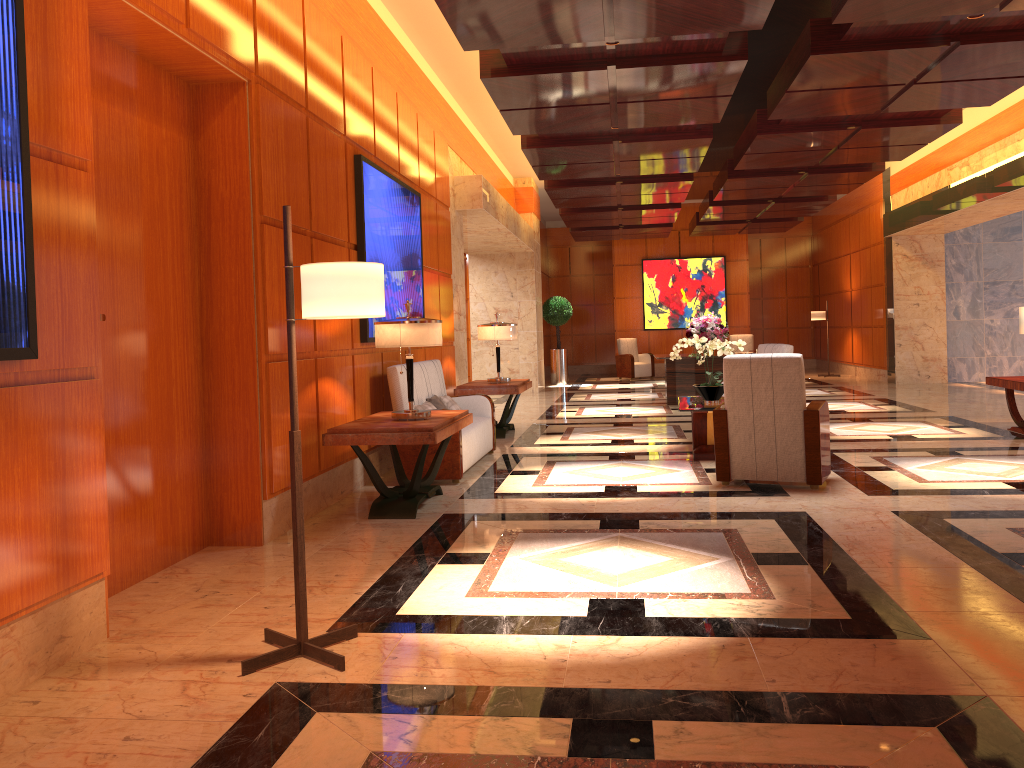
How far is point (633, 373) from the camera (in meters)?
20.56

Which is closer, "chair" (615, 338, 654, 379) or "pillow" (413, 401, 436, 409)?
"pillow" (413, 401, 436, 409)

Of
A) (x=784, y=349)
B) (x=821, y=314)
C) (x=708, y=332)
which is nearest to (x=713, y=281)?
(x=821, y=314)

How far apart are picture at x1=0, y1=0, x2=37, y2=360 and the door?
0.9m

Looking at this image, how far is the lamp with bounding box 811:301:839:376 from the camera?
19.12m

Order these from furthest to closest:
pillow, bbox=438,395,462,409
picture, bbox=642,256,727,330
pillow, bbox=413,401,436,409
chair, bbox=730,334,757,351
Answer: picture, bbox=642,256,727,330 < chair, bbox=730,334,757,351 < pillow, bbox=438,395,462,409 < pillow, bbox=413,401,436,409

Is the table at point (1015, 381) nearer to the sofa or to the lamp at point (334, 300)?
the sofa

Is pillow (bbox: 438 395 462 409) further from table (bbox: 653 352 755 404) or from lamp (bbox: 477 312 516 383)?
table (bbox: 653 352 755 404)

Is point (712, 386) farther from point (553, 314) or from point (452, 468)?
point (553, 314)

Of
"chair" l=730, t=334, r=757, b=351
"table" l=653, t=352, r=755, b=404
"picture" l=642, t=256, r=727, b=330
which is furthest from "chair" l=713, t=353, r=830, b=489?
"picture" l=642, t=256, r=727, b=330
